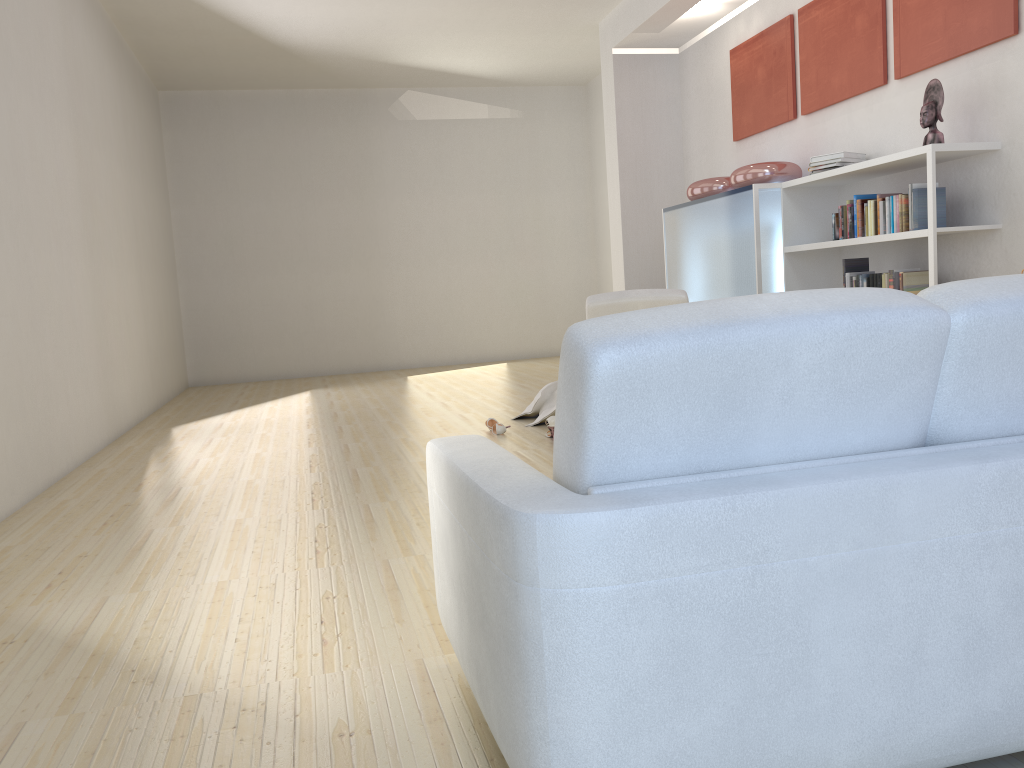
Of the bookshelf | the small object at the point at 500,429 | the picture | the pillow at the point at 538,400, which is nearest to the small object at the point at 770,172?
the bookshelf

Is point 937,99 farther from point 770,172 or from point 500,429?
point 500,429

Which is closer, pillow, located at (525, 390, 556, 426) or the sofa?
the sofa

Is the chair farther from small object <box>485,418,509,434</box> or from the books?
the books

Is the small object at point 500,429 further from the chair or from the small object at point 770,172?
the small object at point 770,172

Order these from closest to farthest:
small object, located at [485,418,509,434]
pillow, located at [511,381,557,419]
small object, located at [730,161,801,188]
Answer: small object, located at [485,418,509,434] < pillow, located at [511,381,557,419] < small object, located at [730,161,801,188]

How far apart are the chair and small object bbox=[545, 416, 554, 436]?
0.7m

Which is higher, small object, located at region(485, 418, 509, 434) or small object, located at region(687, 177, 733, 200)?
small object, located at region(687, 177, 733, 200)

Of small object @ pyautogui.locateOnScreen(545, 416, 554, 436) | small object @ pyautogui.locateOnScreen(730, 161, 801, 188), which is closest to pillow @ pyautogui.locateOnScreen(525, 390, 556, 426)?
small object @ pyautogui.locateOnScreen(545, 416, 554, 436)

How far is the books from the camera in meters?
5.2
